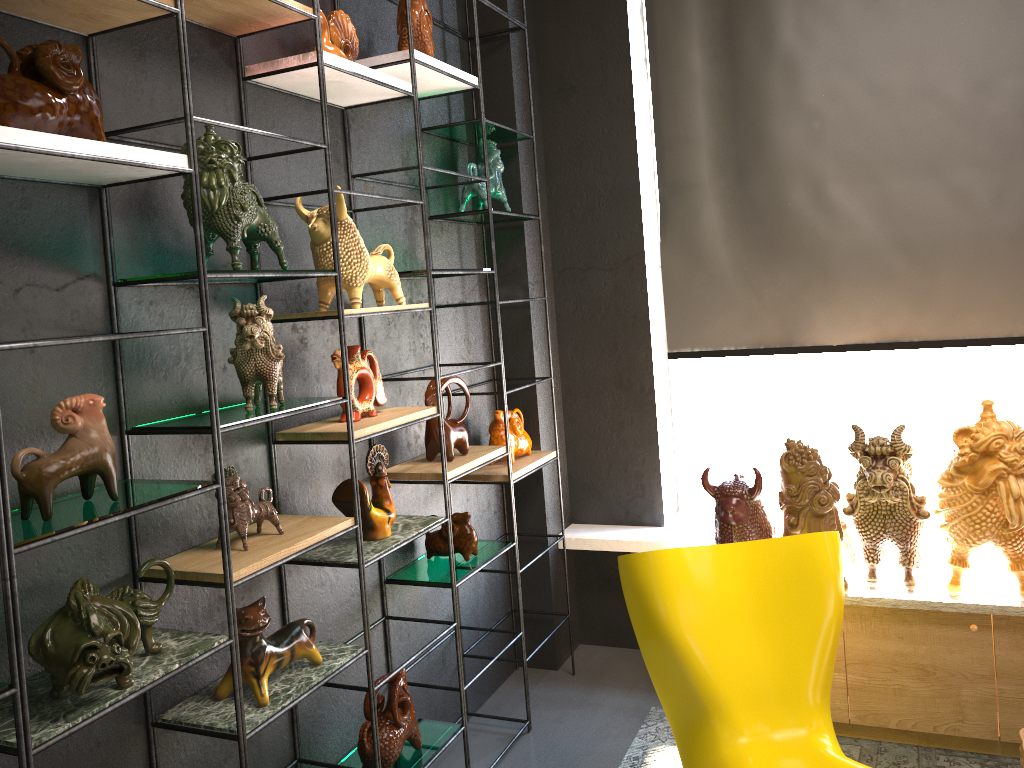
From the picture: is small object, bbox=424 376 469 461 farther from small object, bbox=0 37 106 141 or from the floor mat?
small object, bbox=0 37 106 141

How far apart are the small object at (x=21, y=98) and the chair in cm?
171

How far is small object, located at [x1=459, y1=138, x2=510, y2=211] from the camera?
3.36m

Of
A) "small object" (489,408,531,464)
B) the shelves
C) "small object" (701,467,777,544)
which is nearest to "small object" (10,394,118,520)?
the shelves

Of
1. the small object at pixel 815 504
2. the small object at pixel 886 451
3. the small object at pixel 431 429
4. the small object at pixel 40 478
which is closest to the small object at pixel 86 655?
the small object at pixel 40 478

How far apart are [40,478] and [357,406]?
1.06m

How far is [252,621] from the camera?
2.1m

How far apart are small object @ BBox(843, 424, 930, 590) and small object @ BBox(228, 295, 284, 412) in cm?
189

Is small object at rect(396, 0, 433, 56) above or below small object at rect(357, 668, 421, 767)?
above

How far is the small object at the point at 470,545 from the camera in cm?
310
